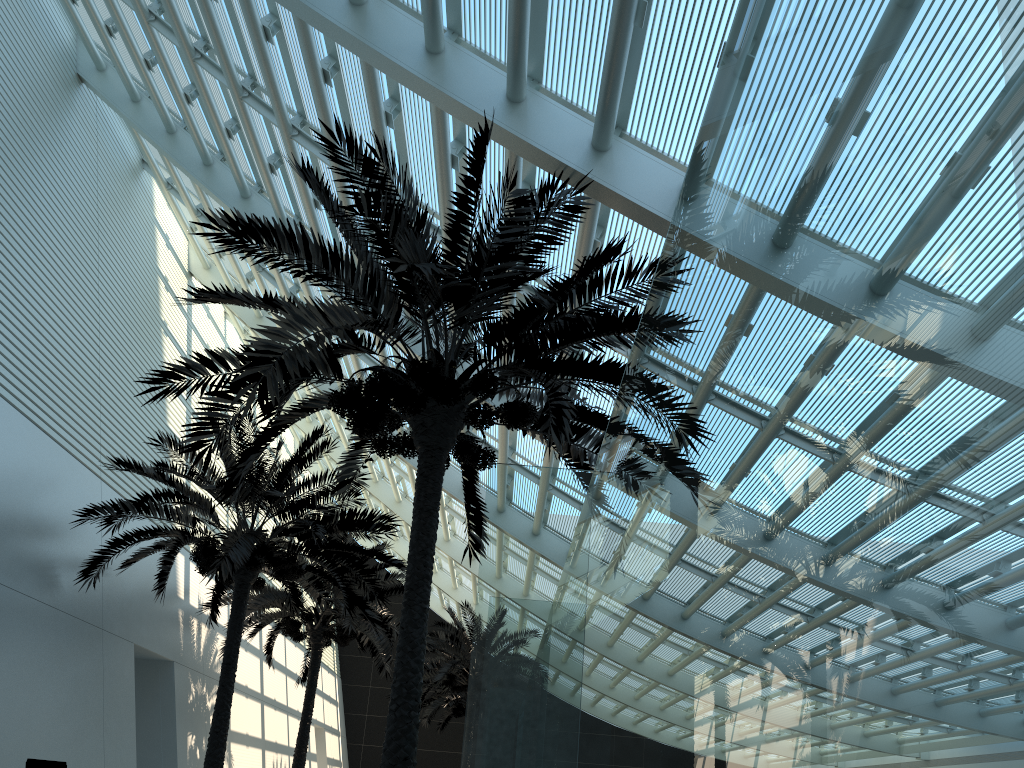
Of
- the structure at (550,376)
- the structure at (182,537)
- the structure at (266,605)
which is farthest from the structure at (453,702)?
the structure at (550,376)

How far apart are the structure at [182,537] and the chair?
2.22m

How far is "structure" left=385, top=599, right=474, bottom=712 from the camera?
23.49m

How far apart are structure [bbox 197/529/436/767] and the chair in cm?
680

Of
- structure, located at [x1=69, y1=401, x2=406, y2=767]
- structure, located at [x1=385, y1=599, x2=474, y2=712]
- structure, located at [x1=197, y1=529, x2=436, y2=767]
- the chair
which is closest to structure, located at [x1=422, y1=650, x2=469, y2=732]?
structure, located at [x1=385, y1=599, x2=474, y2=712]

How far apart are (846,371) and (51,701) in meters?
12.8

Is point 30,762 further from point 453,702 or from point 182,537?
point 453,702

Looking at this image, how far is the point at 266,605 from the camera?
16.95m

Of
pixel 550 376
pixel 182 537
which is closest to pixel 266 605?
pixel 182 537

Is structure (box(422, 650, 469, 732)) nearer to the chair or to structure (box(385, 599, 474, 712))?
structure (box(385, 599, 474, 712))
